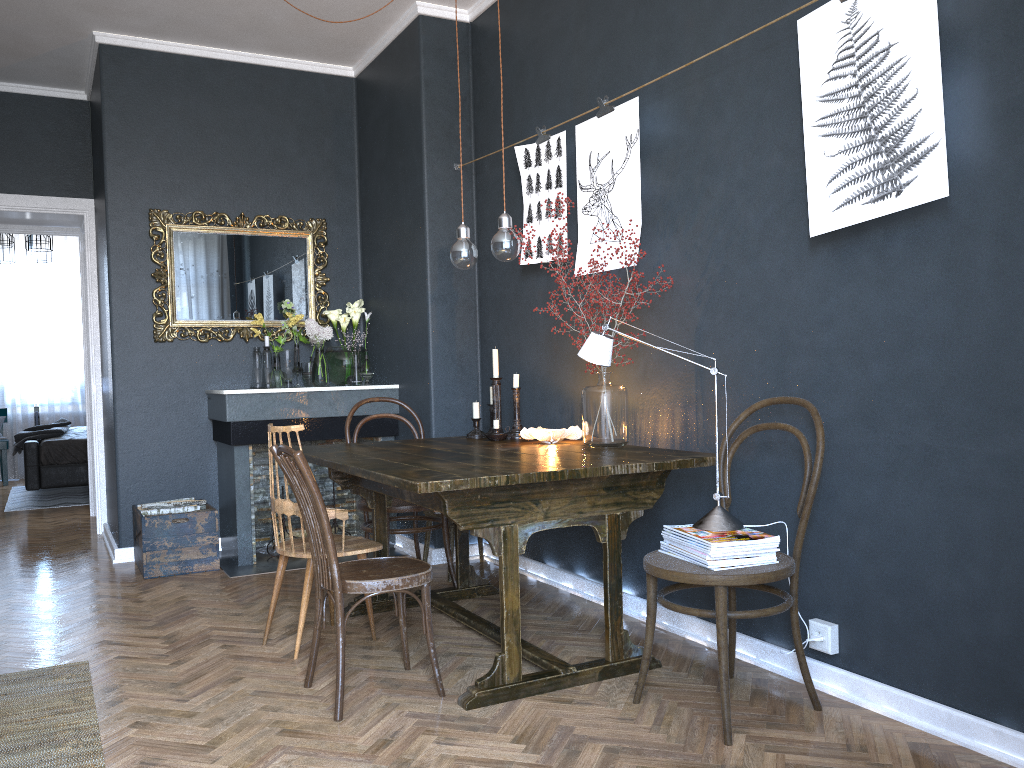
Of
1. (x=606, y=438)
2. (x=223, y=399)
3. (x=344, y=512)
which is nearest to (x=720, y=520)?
(x=606, y=438)

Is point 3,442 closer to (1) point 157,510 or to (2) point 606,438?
(1) point 157,510

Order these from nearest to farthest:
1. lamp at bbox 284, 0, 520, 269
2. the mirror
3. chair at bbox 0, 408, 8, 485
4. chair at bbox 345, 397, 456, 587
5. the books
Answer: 1. the books
2. lamp at bbox 284, 0, 520, 269
3. chair at bbox 345, 397, 456, 587
4. the mirror
5. chair at bbox 0, 408, 8, 485

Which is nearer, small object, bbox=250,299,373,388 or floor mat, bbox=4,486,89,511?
small object, bbox=250,299,373,388

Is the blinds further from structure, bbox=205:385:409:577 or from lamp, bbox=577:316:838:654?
lamp, bbox=577:316:838:654

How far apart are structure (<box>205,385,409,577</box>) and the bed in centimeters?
302cm

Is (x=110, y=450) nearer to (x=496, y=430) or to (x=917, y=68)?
(x=496, y=430)

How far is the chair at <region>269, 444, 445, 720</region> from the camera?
2.6 meters

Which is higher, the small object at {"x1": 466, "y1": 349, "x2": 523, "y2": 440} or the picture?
the picture

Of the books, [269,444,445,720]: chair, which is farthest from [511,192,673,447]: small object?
[269,444,445,720]: chair
